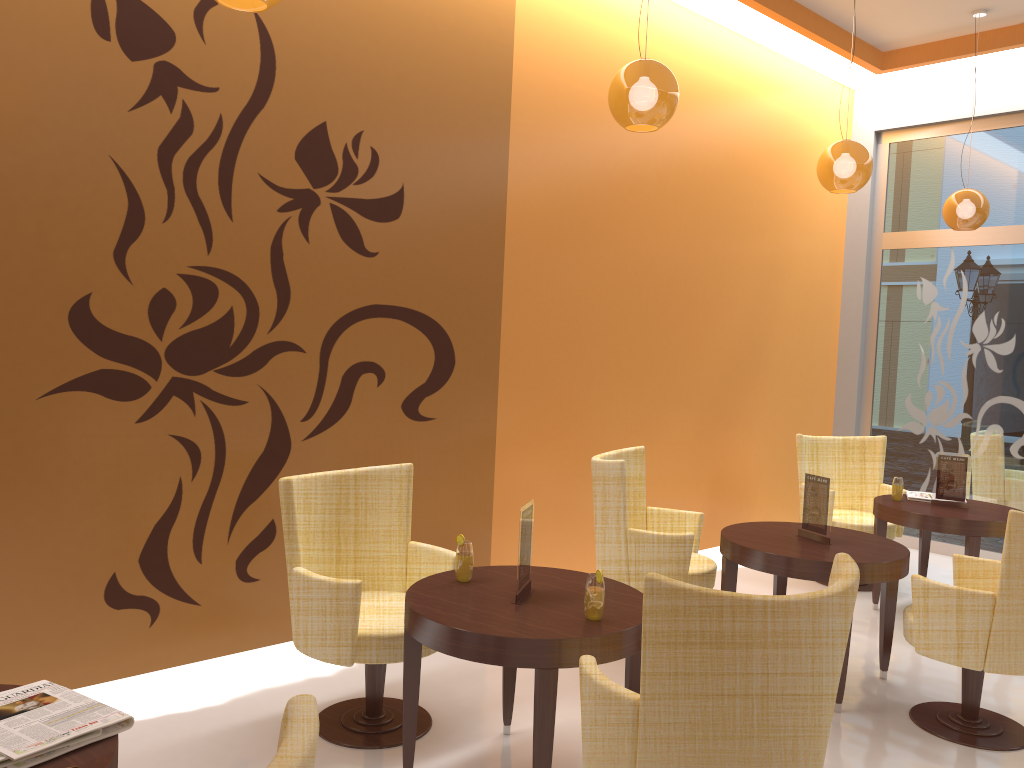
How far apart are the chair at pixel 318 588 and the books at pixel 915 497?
3.40m

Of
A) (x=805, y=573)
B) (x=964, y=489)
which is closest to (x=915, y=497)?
(x=964, y=489)

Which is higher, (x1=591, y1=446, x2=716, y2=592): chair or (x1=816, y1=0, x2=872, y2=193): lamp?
(x1=816, y1=0, x2=872, y2=193): lamp

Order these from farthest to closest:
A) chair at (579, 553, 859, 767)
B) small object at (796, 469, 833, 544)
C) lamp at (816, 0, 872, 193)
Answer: lamp at (816, 0, 872, 193) → small object at (796, 469, 833, 544) → chair at (579, 553, 859, 767)

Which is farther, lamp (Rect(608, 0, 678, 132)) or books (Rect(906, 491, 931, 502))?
books (Rect(906, 491, 931, 502))

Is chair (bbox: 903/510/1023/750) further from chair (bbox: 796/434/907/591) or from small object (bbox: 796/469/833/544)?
chair (bbox: 796/434/907/591)

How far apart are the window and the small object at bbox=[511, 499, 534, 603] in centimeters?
524cm

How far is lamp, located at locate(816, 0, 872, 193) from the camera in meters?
4.8

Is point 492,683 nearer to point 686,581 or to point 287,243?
point 686,581

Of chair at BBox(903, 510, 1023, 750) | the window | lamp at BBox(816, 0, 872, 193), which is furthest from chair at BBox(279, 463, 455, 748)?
the window
